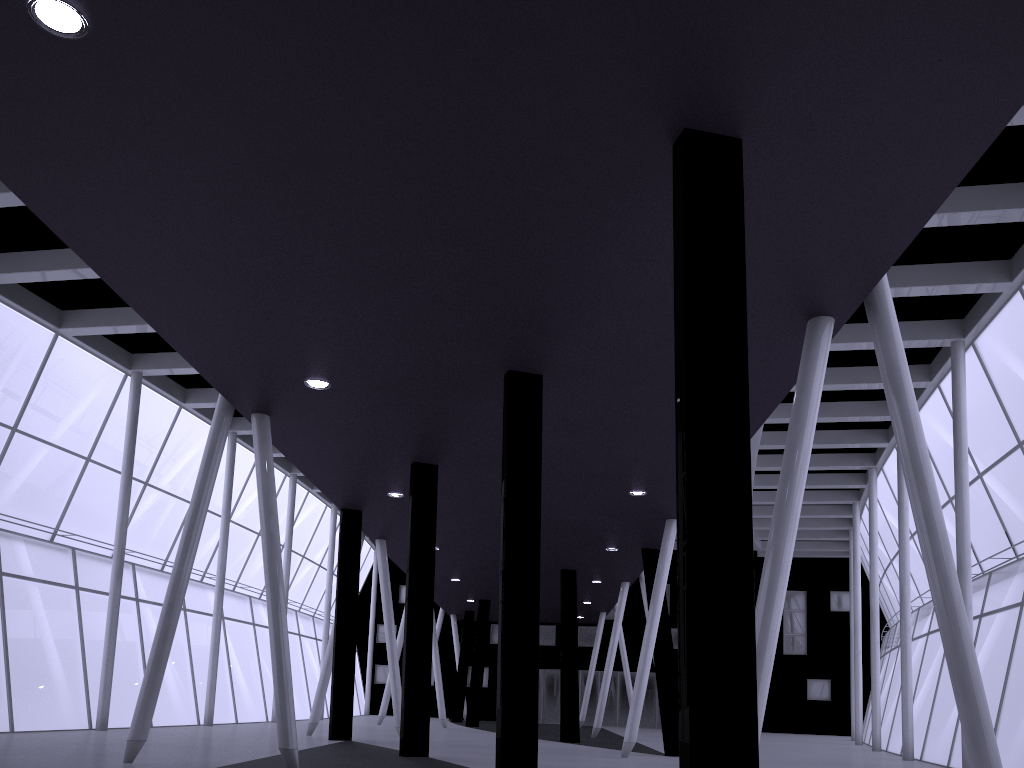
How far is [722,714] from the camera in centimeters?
885cm
